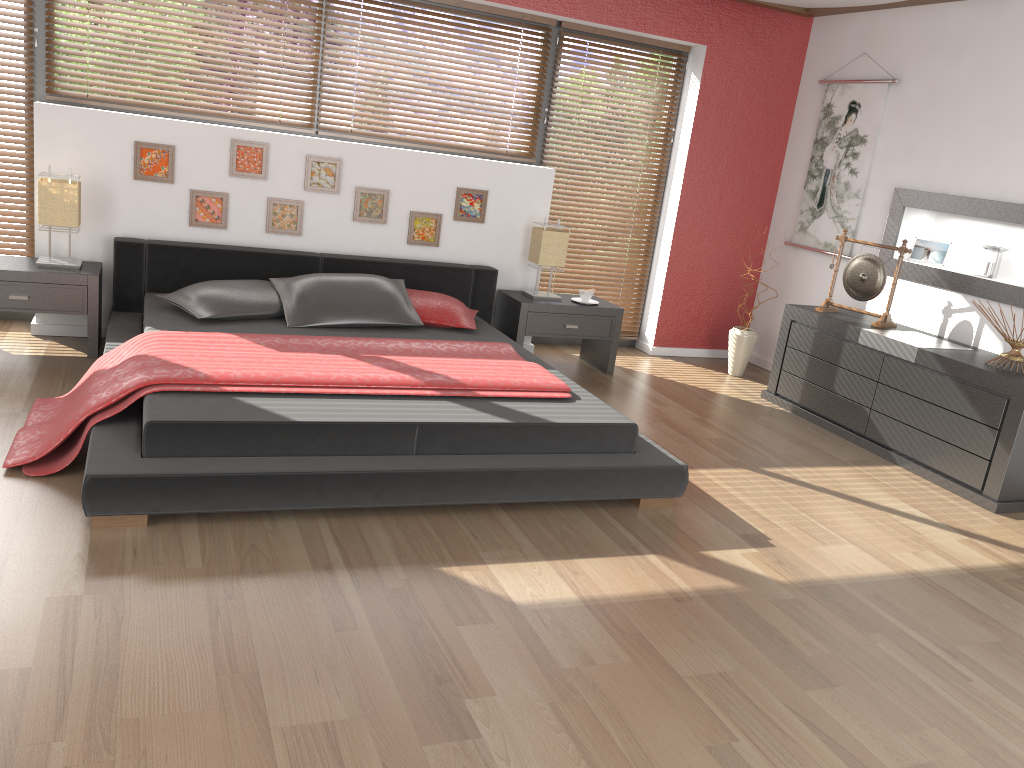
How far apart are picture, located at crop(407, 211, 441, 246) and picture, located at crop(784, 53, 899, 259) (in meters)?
2.51

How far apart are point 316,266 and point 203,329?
1.1 meters

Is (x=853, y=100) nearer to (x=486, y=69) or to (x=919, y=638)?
(x=486, y=69)

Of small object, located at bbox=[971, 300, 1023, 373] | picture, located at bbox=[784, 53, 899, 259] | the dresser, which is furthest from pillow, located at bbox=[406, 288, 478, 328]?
small object, located at bbox=[971, 300, 1023, 373]

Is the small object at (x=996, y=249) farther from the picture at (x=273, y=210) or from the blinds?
the picture at (x=273, y=210)

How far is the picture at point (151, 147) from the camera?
4.7 meters

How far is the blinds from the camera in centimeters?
484cm

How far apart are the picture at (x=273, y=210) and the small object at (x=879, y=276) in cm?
310

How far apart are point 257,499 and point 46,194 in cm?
240

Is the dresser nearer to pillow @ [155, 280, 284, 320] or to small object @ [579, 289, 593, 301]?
small object @ [579, 289, 593, 301]
